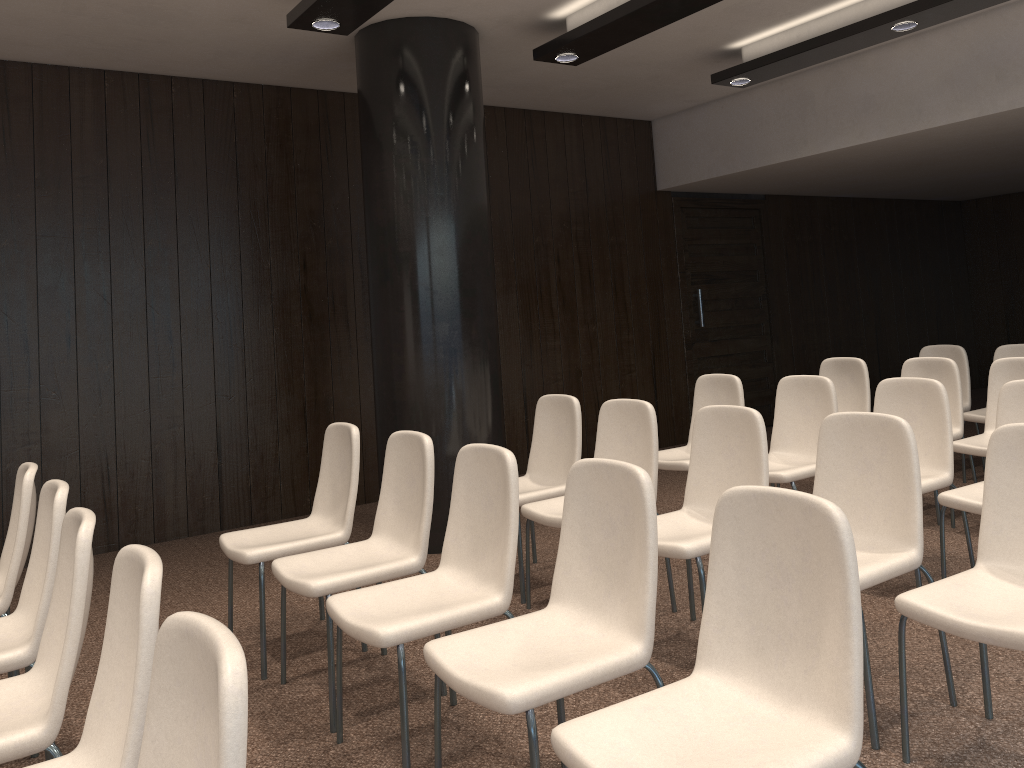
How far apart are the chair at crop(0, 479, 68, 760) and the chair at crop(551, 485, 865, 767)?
1.6 meters

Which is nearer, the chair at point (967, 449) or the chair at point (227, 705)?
the chair at point (227, 705)

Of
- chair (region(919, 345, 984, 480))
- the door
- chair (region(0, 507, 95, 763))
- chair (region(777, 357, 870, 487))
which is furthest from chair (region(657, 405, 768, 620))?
the door

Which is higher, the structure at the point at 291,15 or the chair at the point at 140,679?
the structure at the point at 291,15

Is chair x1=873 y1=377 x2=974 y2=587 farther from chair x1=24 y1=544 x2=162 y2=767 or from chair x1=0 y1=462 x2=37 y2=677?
chair x1=0 y1=462 x2=37 y2=677

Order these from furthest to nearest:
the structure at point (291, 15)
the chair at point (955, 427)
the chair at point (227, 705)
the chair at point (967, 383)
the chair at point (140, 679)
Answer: the chair at point (967, 383) → the chair at point (955, 427) → the structure at point (291, 15) → the chair at point (140, 679) → the chair at point (227, 705)

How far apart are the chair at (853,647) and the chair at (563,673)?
0.2m

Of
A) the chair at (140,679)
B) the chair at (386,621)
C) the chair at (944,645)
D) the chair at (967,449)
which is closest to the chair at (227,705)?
the chair at (140,679)

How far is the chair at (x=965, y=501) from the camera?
3.60m

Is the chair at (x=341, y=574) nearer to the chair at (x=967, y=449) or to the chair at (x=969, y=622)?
the chair at (x=969, y=622)
